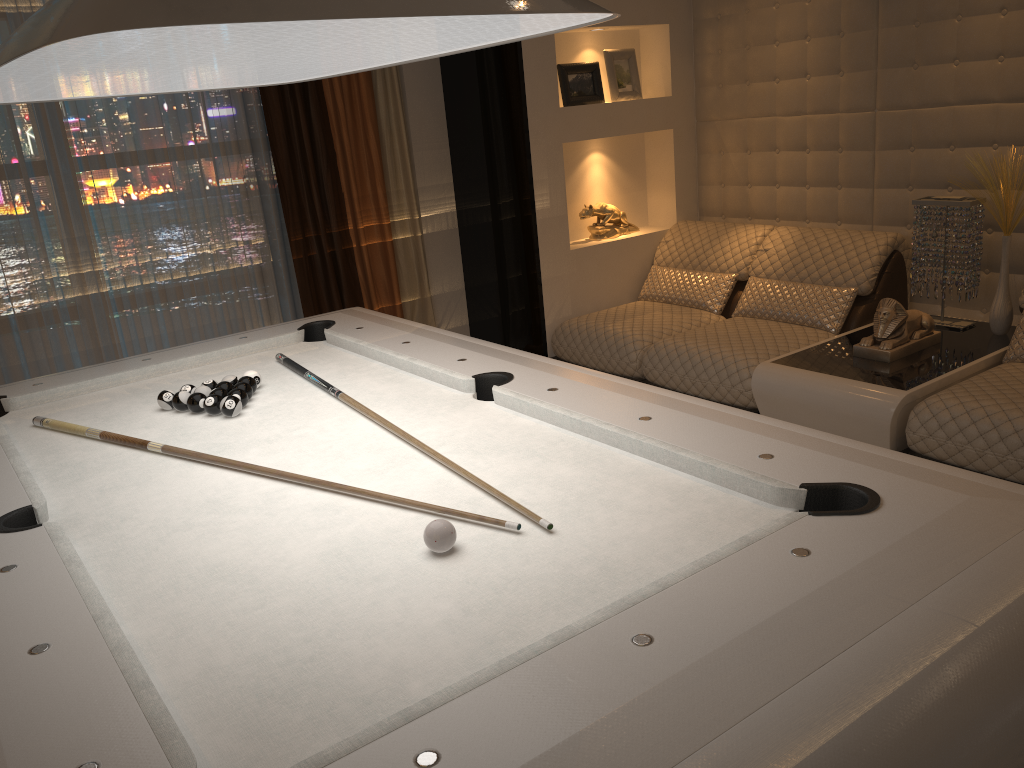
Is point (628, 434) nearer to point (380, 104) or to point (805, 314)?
point (805, 314)

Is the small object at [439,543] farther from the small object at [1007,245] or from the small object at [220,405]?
the small object at [1007,245]

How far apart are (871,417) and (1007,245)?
1.0 meters

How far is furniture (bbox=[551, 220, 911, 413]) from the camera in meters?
3.7

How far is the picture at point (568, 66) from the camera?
4.3m

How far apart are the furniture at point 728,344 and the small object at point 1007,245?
0.5 meters

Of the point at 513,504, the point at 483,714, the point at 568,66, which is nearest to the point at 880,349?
the point at 568,66

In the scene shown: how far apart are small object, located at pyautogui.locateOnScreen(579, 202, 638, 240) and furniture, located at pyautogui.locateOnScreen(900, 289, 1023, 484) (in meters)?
2.06

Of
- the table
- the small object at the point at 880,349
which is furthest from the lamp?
the small object at the point at 880,349

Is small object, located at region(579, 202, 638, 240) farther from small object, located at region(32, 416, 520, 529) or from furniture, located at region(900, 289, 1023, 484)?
small object, located at region(32, 416, 520, 529)
